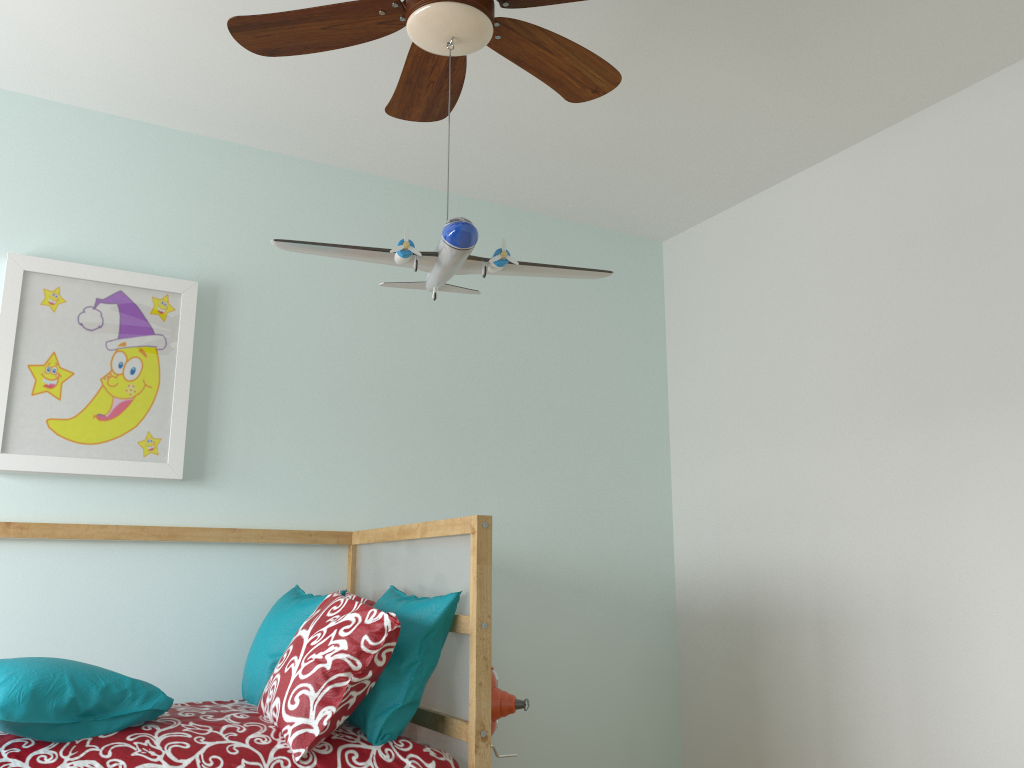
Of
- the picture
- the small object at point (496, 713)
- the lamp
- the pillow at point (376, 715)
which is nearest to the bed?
the pillow at point (376, 715)

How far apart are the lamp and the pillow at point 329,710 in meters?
0.8 m

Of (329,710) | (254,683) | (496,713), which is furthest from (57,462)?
(496,713)

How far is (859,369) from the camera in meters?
2.8

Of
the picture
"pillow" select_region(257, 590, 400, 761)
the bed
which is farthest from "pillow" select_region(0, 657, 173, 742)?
the picture

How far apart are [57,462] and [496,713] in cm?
141

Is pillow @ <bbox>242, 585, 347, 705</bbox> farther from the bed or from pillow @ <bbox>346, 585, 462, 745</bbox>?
pillow @ <bbox>346, 585, 462, 745</bbox>

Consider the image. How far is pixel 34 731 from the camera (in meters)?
1.69

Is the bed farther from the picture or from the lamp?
the lamp

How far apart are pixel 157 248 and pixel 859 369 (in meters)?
2.18
